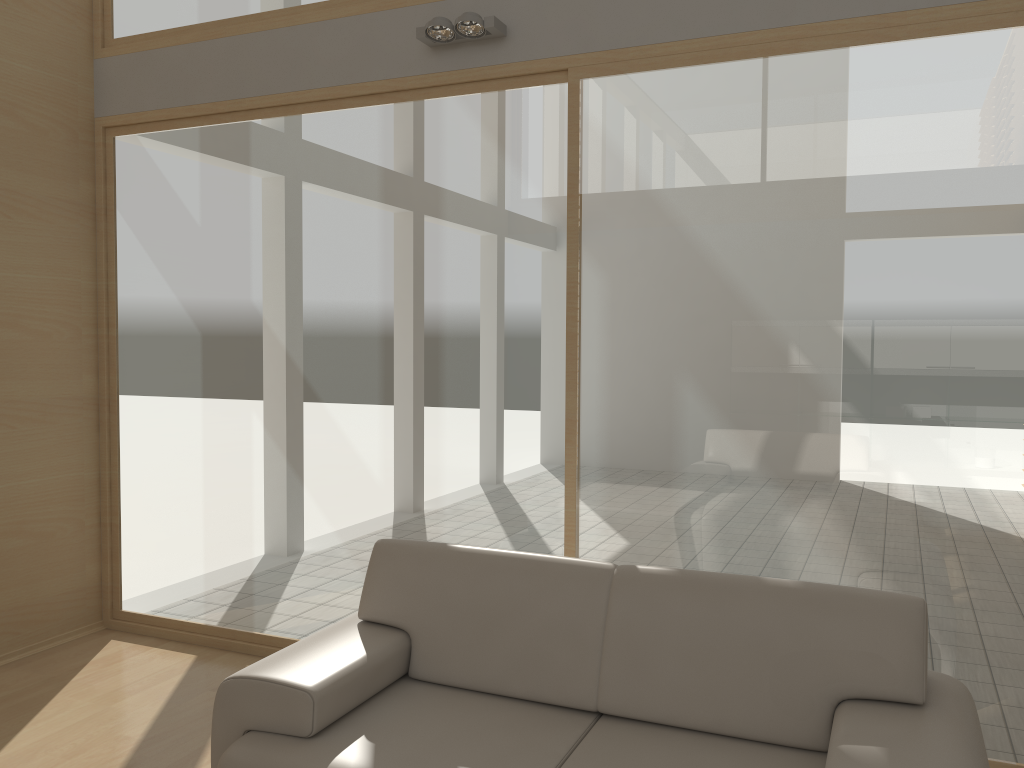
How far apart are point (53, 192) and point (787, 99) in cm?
350

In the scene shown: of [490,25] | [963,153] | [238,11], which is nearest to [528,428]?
[490,25]

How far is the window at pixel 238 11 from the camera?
4.3m

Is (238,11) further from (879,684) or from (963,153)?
(879,684)

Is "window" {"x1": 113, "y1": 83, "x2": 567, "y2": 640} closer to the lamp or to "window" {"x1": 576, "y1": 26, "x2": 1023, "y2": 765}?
"window" {"x1": 576, "y1": 26, "x2": 1023, "y2": 765}

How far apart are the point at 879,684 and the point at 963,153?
1.82m

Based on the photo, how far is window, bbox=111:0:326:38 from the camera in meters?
4.3

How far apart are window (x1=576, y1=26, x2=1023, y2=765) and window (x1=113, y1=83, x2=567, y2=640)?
0.09m

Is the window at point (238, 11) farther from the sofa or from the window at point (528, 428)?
the sofa

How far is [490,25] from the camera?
3.58m
